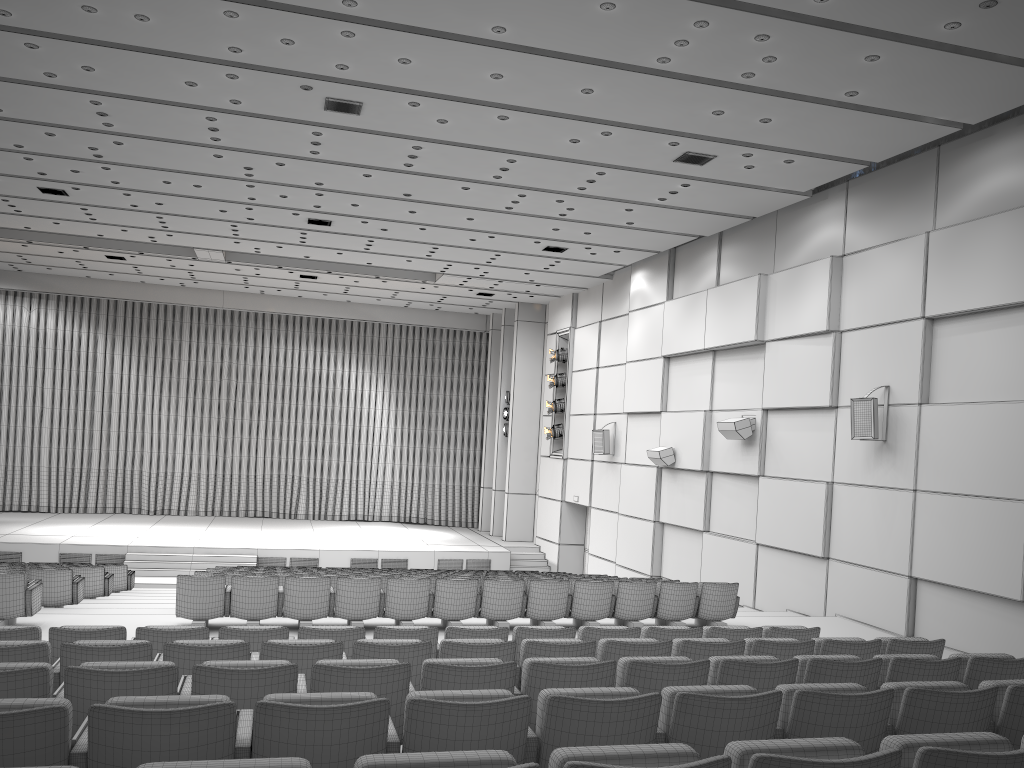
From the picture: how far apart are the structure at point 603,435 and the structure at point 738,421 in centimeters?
495cm

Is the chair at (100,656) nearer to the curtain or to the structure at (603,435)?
the structure at (603,435)

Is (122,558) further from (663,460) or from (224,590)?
(663,460)

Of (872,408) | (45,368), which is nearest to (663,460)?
(872,408)

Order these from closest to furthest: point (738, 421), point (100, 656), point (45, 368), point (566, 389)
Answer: point (100, 656)
point (738, 421)
point (566, 389)
point (45, 368)

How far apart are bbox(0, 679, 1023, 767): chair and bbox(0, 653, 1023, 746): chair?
0.6m

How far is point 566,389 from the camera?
22.27m

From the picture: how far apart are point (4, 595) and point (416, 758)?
8.1m

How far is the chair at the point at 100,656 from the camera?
4.94m

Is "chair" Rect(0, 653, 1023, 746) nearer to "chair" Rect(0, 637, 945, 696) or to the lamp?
"chair" Rect(0, 637, 945, 696)
